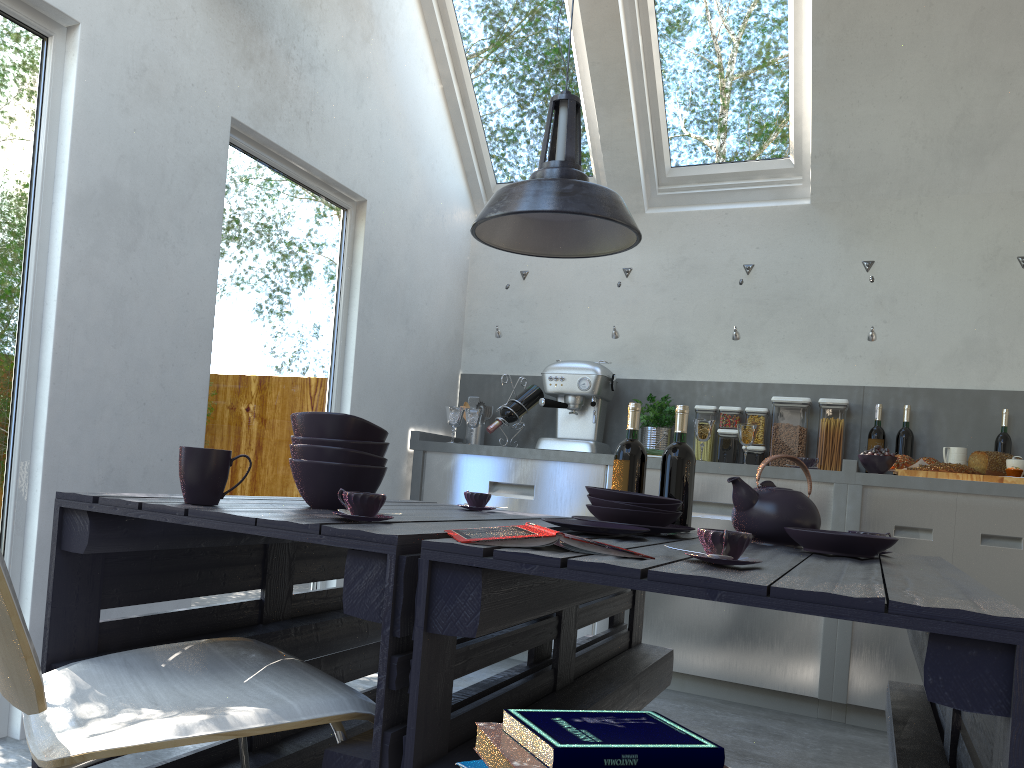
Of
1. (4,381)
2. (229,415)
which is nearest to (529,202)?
(4,381)

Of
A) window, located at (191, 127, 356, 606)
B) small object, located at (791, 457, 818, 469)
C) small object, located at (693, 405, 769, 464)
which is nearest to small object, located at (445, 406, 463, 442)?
window, located at (191, 127, 356, 606)

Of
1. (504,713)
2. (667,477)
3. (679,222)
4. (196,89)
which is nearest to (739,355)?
(679,222)

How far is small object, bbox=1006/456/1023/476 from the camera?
3.6m

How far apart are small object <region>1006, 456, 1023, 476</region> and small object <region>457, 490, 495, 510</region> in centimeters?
241cm

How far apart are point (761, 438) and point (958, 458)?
0.9m

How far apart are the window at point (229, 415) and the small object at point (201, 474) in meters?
1.7

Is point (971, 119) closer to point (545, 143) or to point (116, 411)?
point (545, 143)

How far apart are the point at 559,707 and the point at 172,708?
0.7 meters

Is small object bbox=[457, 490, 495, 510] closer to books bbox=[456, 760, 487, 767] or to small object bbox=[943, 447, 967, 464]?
books bbox=[456, 760, 487, 767]
